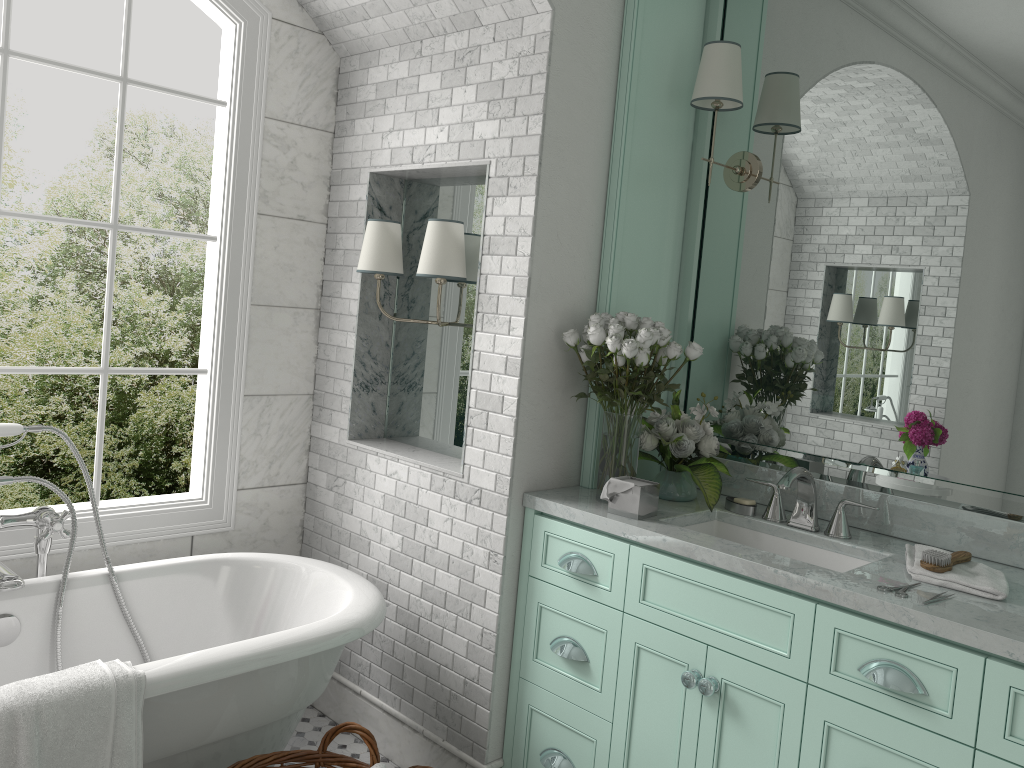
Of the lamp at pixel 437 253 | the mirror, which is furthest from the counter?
the lamp at pixel 437 253

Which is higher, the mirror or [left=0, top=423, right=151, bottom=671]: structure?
the mirror

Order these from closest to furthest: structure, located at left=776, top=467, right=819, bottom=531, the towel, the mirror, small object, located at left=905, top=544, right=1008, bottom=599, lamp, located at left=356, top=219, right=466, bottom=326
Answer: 1. the towel
2. small object, located at left=905, top=544, right=1008, bottom=599
3. the mirror
4. structure, located at left=776, top=467, right=819, bottom=531
5. lamp, located at left=356, top=219, right=466, bottom=326

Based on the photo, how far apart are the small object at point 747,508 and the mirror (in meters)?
0.23

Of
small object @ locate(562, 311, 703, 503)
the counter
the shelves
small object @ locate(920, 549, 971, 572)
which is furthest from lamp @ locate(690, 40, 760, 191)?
small object @ locate(920, 549, 971, 572)

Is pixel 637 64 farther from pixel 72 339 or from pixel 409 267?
pixel 72 339

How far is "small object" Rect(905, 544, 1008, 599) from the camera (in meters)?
2.27

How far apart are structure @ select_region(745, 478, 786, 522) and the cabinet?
0.47m

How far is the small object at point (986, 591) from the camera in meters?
2.3

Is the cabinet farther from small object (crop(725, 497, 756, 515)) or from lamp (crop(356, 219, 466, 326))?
lamp (crop(356, 219, 466, 326))
